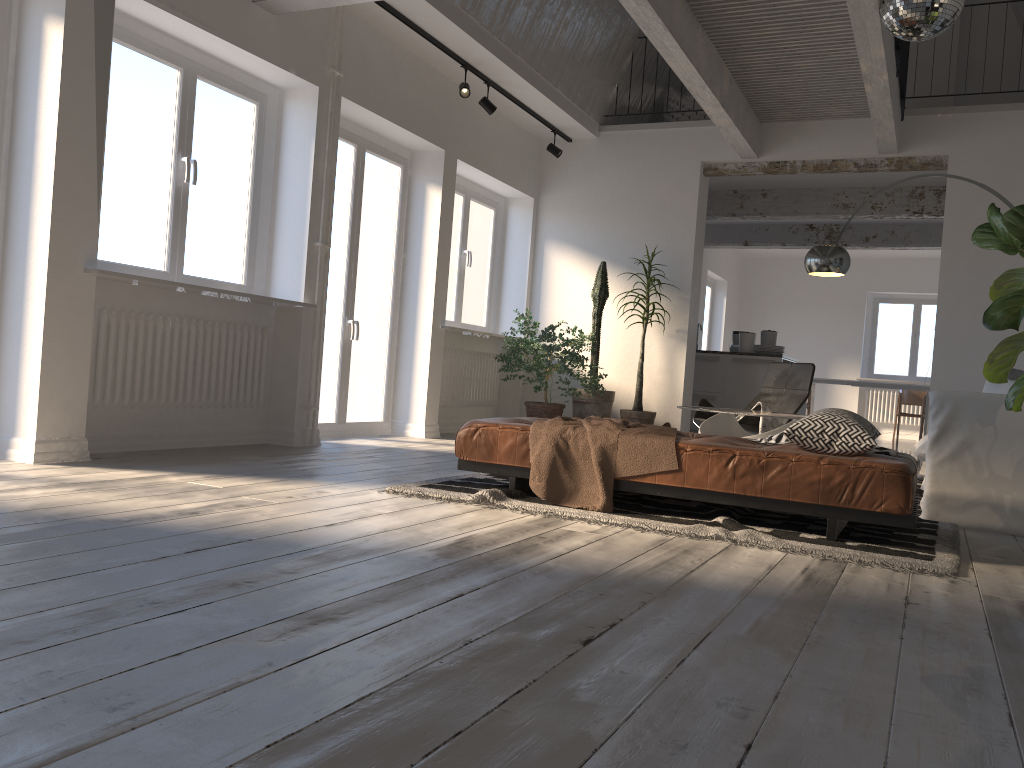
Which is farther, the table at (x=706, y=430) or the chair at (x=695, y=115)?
the chair at (x=695, y=115)

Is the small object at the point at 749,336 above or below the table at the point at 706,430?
above

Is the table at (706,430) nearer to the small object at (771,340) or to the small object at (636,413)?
the small object at (636,413)

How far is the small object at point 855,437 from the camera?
3.6m

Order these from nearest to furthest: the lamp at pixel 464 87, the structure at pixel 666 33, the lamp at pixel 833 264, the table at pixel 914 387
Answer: the structure at pixel 666 33, the lamp at pixel 833 264, the lamp at pixel 464 87, the table at pixel 914 387

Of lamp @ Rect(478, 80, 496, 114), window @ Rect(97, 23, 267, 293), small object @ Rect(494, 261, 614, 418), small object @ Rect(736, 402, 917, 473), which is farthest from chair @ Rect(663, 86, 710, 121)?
window @ Rect(97, 23, 267, 293)

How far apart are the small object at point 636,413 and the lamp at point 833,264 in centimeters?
178cm

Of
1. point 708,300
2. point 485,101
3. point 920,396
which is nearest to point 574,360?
point 485,101

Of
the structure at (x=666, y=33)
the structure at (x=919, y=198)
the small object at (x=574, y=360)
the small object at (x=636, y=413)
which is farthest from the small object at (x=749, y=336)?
the structure at (x=666, y=33)

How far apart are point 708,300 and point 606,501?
11.16m
